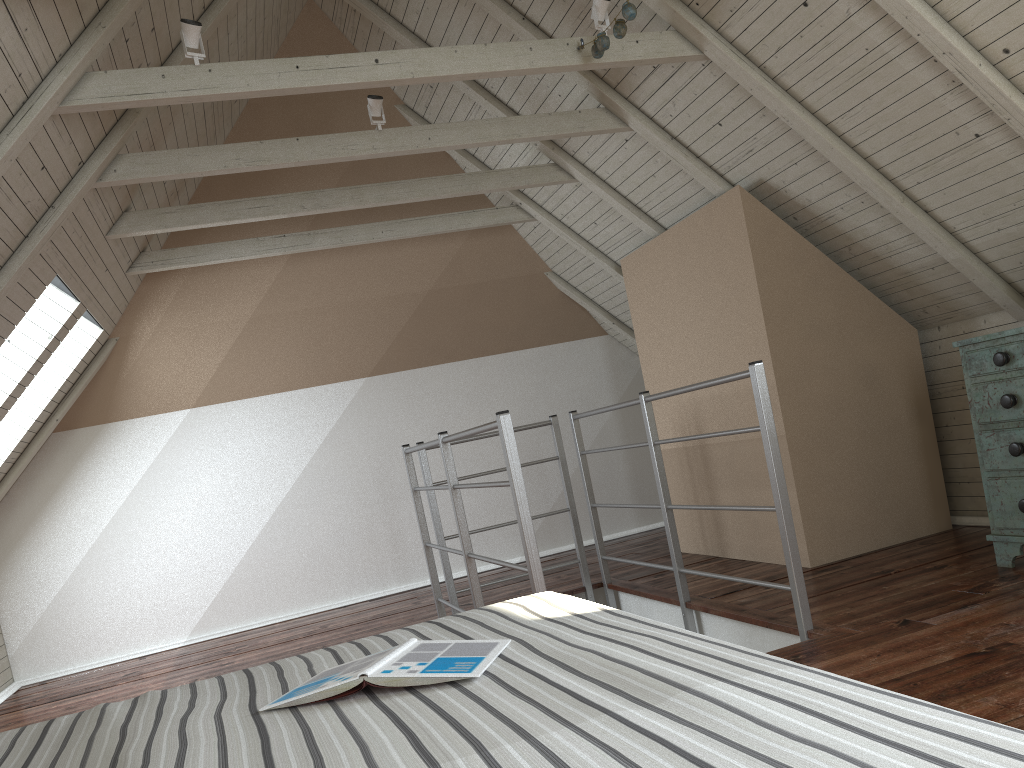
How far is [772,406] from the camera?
3.6 meters

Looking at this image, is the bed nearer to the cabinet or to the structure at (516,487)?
the structure at (516,487)

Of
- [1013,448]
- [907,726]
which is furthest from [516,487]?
[907,726]

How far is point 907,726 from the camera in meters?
0.7 m

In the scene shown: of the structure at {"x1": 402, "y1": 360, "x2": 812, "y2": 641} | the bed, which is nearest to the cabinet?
the structure at {"x1": 402, "y1": 360, "x2": 812, "y2": 641}

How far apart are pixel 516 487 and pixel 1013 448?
1.6 meters

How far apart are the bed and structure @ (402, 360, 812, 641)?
0.8 meters

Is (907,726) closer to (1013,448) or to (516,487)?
(516,487)

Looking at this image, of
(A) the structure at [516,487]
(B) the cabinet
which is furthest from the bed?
(B) the cabinet

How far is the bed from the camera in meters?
0.7
